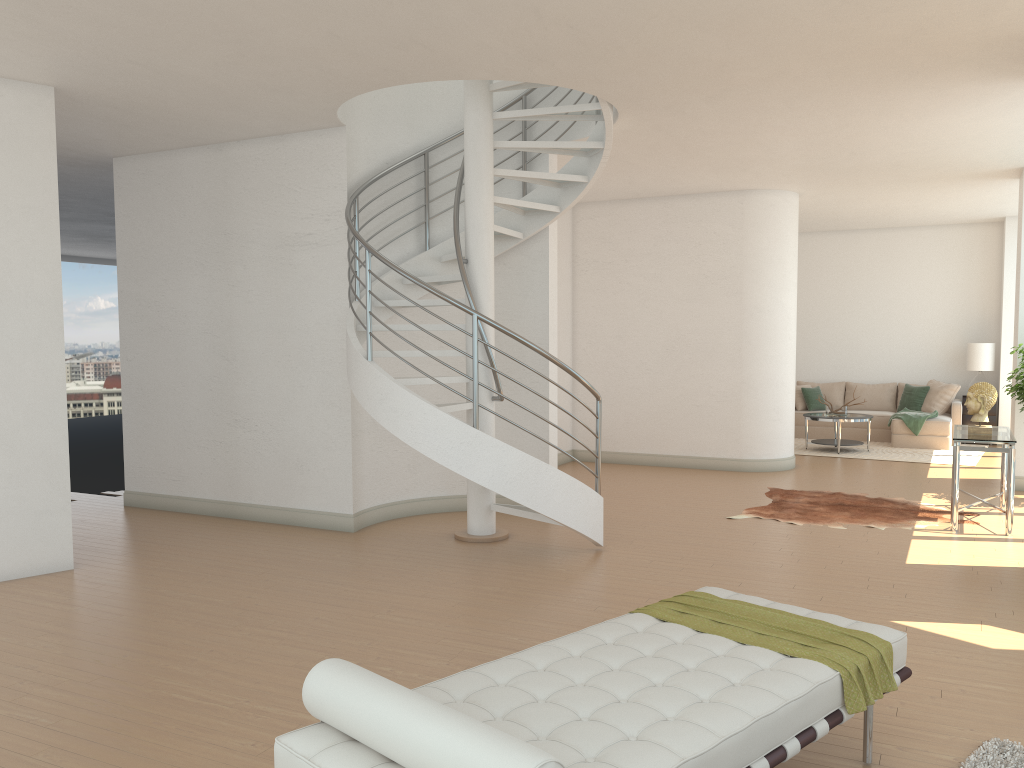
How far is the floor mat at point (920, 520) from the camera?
7.9 meters

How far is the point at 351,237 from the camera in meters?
7.5

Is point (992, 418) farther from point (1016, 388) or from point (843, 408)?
point (1016, 388)

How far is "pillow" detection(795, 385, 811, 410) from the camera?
14.3 meters

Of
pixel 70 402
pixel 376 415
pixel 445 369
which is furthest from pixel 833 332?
pixel 70 402

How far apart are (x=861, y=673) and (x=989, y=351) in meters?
11.9 m

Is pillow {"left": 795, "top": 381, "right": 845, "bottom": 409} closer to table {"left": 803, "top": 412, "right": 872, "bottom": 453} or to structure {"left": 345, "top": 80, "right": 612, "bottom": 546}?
table {"left": 803, "top": 412, "right": 872, "bottom": 453}

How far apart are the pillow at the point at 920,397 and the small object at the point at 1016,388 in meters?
5.0

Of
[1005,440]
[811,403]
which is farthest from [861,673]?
[811,403]

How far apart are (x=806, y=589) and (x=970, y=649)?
1.22m
